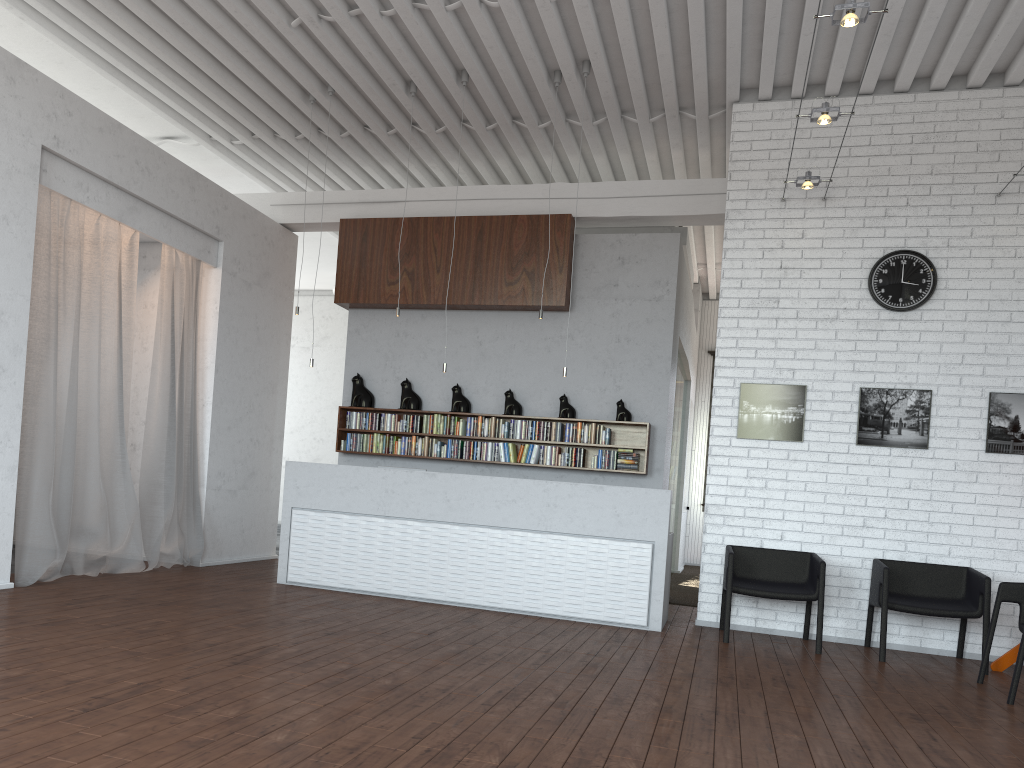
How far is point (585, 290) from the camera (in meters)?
9.28
